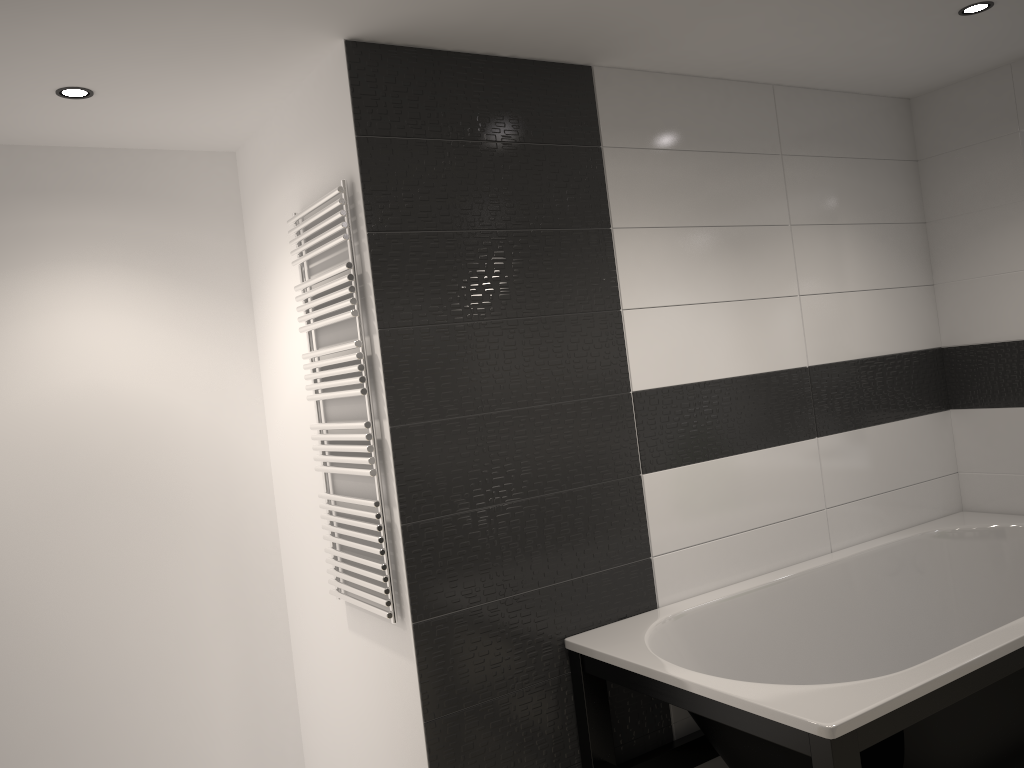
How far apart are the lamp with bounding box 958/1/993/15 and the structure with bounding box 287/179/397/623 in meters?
2.1

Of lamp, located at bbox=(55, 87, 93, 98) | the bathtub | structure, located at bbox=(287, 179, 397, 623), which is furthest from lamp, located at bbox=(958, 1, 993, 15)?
lamp, located at bbox=(55, 87, 93, 98)

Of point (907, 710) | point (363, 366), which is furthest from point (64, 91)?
point (907, 710)

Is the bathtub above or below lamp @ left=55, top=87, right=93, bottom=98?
below

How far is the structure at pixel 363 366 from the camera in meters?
2.6 m

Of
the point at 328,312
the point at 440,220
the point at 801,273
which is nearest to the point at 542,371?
the point at 440,220

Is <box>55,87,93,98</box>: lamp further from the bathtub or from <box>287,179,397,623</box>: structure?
the bathtub

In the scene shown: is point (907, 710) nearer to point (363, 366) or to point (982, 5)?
point (363, 366)

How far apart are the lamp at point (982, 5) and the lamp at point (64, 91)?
2.79m

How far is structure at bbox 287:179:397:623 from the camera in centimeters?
255cm
